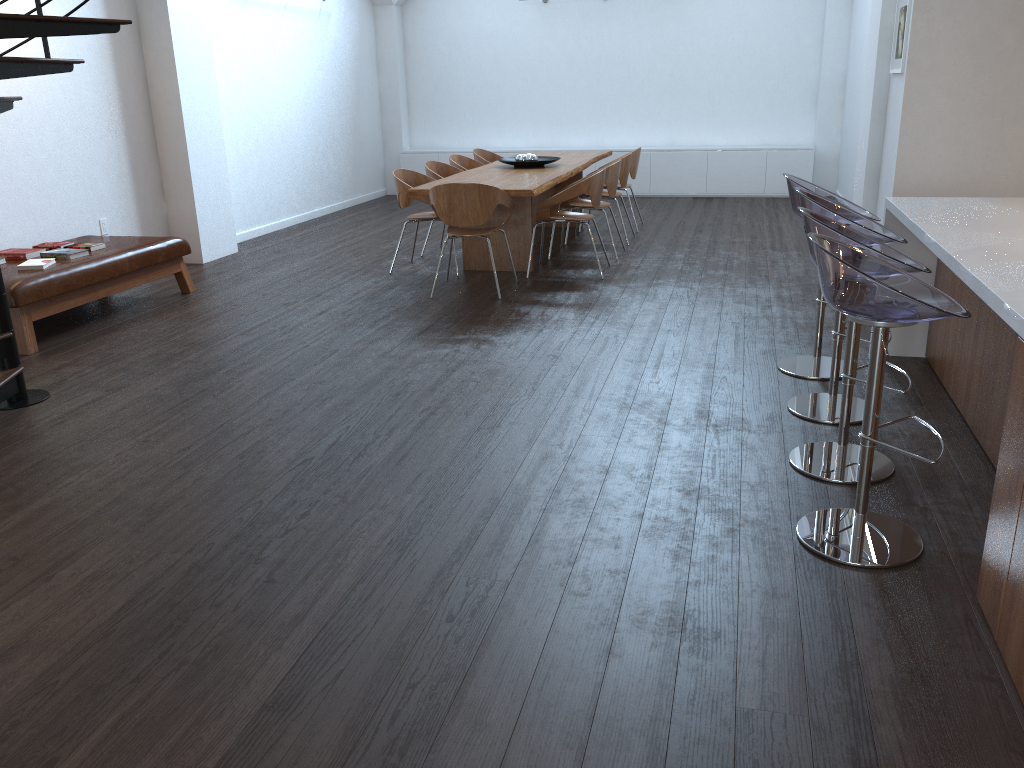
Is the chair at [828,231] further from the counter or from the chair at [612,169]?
the chair at [612,169]

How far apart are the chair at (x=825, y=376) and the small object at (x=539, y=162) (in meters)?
3.73

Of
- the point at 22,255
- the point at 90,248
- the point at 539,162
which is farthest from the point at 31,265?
the point at 539,162

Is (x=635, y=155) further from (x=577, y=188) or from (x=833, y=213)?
(x=833, y=213)

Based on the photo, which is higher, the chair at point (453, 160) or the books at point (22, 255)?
the chair at point (453, 160)

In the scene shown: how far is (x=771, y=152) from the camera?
11.32m

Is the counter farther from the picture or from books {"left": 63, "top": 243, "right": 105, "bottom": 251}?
books {"left": 63, "top": 243, "right": 105, "bottom": 251}

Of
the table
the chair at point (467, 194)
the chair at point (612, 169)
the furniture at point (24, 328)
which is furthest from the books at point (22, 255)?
the chair at point (612, 169)

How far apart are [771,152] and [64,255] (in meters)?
8.57

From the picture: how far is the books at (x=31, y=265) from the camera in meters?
5.6 m
